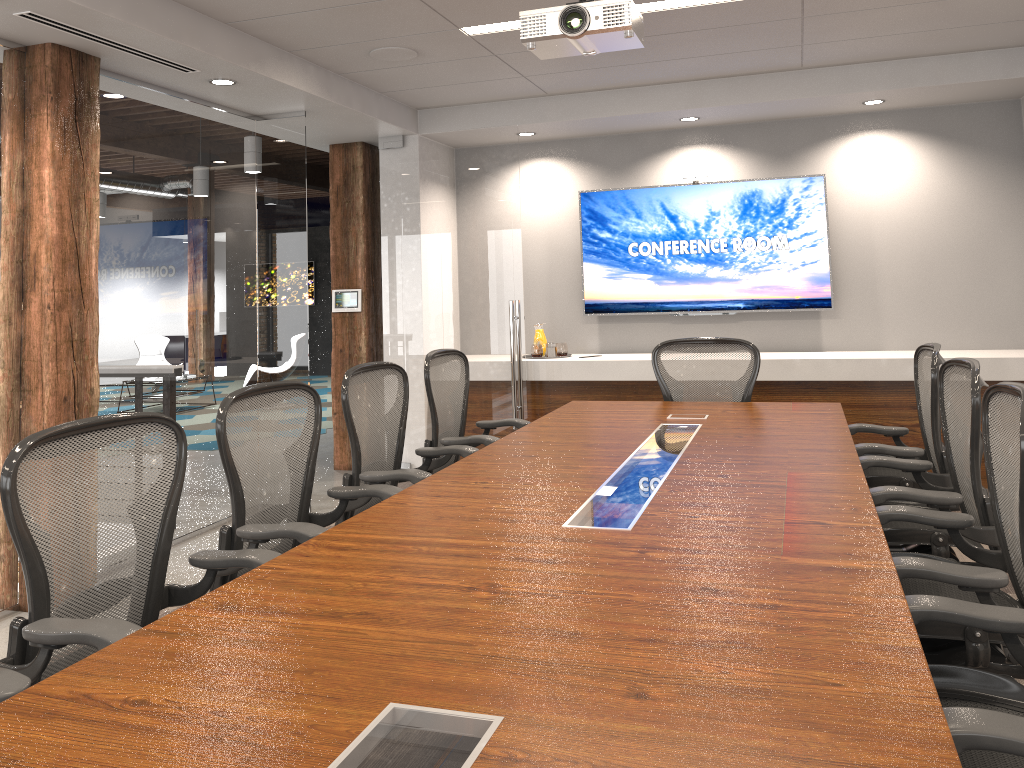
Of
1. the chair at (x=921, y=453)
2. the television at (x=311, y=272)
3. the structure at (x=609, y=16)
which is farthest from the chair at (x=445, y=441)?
the television at (x=311, y=272)

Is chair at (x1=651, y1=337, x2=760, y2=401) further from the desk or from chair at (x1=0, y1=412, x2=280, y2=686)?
chair at (x1=0, y1=412, x2=280, y2=686)

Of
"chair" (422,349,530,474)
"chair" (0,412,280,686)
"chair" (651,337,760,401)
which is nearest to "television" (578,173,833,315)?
"chair" (651,337,760,401)

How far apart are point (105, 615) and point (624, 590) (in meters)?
3.14

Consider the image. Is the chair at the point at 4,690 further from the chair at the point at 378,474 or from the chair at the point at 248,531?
the chair at the point at 378,474

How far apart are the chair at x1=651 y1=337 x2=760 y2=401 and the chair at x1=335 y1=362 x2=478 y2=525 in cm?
142

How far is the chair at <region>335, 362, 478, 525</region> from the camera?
3.56m

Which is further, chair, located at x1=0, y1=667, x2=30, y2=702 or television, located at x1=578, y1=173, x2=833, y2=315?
television, located at x1=578, y1=173, x2=833, y2=315

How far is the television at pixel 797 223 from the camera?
6.49m

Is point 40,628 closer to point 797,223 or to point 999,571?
point 999,571
